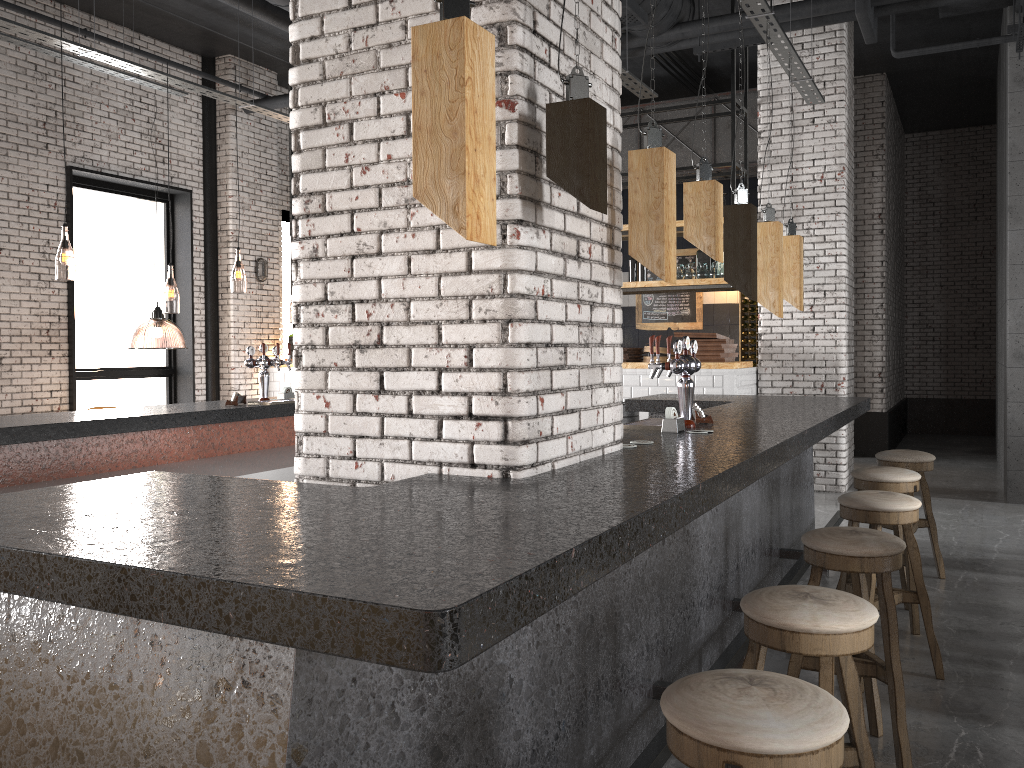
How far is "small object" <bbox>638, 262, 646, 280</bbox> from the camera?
9.4 meters

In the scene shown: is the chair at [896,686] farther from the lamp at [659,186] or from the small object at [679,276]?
the small object at [679,276]

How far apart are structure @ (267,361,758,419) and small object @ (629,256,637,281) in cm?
123

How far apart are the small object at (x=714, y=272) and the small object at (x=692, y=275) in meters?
0.2 m

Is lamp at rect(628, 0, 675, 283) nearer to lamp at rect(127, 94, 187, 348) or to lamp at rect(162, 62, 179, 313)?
lamp at rect(127, 94, 187, 348)

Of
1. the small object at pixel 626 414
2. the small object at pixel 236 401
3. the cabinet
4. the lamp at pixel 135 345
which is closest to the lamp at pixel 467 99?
the small object at pixel 236 401

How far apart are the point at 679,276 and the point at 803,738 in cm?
Answer: 786

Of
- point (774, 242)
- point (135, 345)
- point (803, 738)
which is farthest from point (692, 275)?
point (135, 345)

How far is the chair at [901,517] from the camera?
3.73m

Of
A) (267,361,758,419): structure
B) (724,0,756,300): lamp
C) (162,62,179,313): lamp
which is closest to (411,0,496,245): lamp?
(724,0,756,300): lamp
